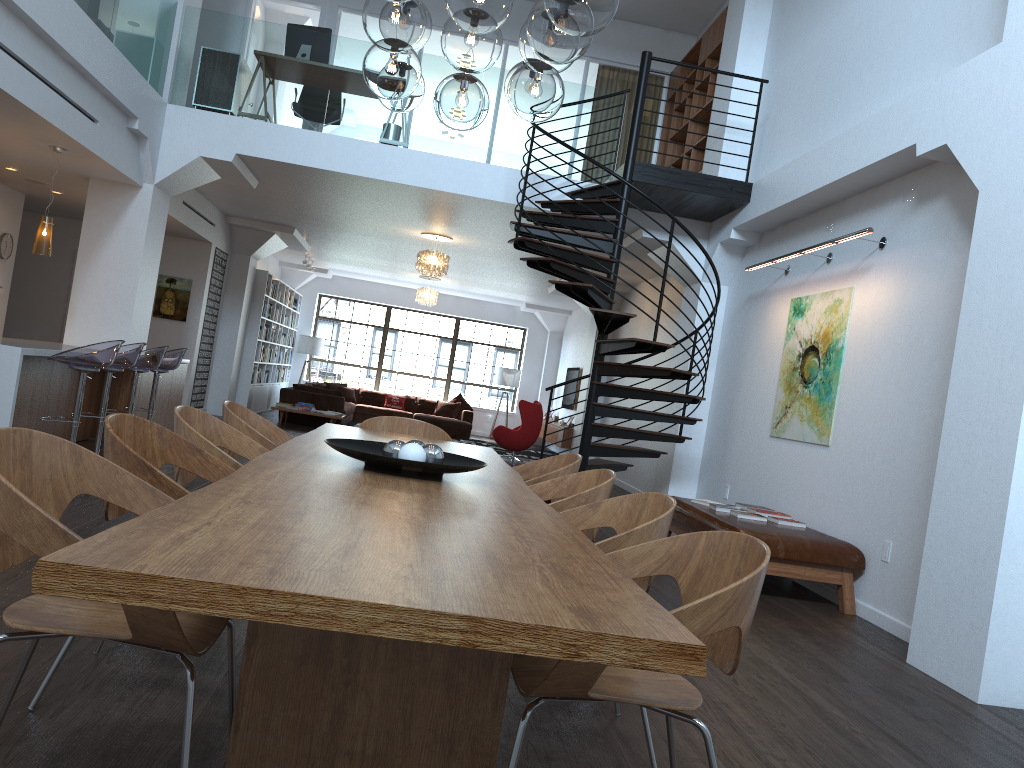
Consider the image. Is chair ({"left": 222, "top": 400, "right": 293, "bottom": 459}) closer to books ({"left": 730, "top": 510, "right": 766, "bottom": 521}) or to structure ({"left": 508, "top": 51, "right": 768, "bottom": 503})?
structure ({"left": 508, "top": 51, "right": 768, "bottom": 503})

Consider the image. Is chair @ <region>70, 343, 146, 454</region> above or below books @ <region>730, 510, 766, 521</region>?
above

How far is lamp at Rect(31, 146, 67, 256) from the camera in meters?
7.3

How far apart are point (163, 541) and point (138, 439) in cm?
153

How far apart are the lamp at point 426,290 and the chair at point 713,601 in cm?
1457

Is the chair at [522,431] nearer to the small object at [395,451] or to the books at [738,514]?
the books at [738,514]

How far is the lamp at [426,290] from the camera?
16.8m

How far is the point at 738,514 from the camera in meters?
6.4

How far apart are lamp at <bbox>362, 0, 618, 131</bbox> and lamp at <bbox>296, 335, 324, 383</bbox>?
15.05m

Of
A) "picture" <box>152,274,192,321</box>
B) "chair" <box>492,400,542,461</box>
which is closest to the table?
"picture" <box>152,274,192,321</box>
